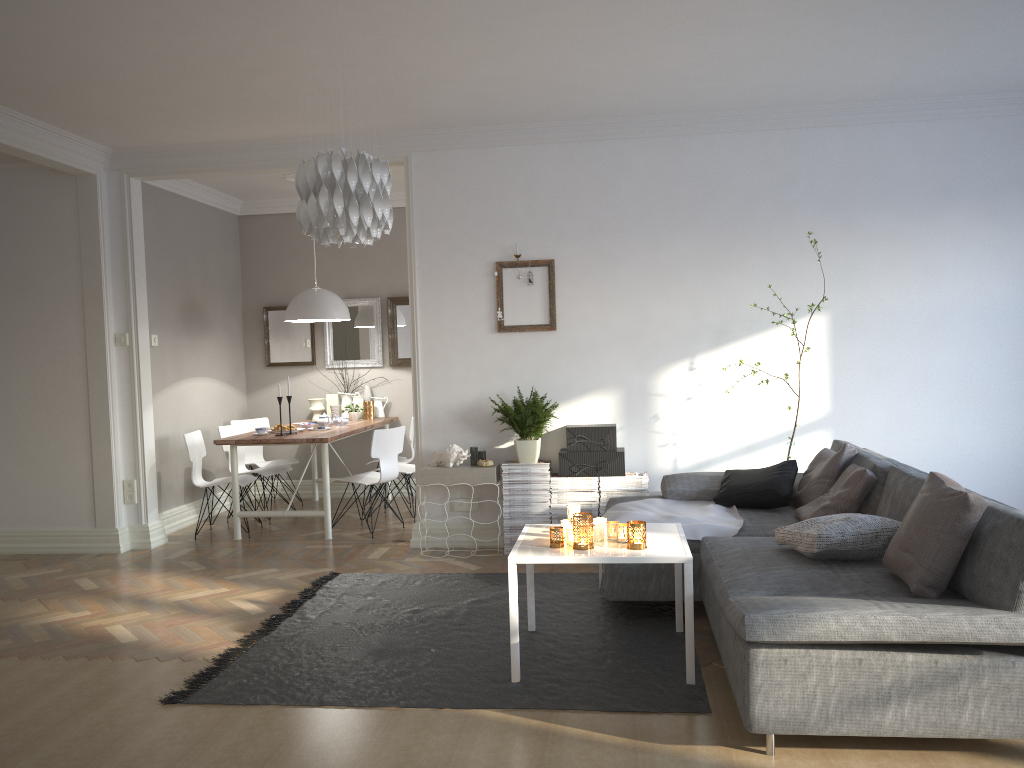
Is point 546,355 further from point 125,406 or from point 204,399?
point 204,399

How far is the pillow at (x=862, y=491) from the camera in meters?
4.1

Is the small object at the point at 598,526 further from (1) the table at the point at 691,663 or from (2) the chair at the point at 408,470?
(2) the chair at the point at 408,470

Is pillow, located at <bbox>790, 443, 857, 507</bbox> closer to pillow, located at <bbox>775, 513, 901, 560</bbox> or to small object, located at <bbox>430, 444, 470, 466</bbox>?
pillow, located at <bbox>775, 513, 901, 560</bbox>

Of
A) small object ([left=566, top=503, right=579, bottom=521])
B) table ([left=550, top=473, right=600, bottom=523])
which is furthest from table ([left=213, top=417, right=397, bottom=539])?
small object ([left=566, top=503, right=579, bottom=521])

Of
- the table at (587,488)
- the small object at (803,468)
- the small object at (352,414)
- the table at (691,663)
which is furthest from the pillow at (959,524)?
the small object at (352,414)

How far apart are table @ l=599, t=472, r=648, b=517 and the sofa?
0.4 meters

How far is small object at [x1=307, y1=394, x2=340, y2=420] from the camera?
8.0 meters

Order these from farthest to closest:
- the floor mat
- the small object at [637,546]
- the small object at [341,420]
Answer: the small object at [341,420], the small object at [637,546], the floor mat

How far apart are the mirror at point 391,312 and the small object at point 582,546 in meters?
4.8
